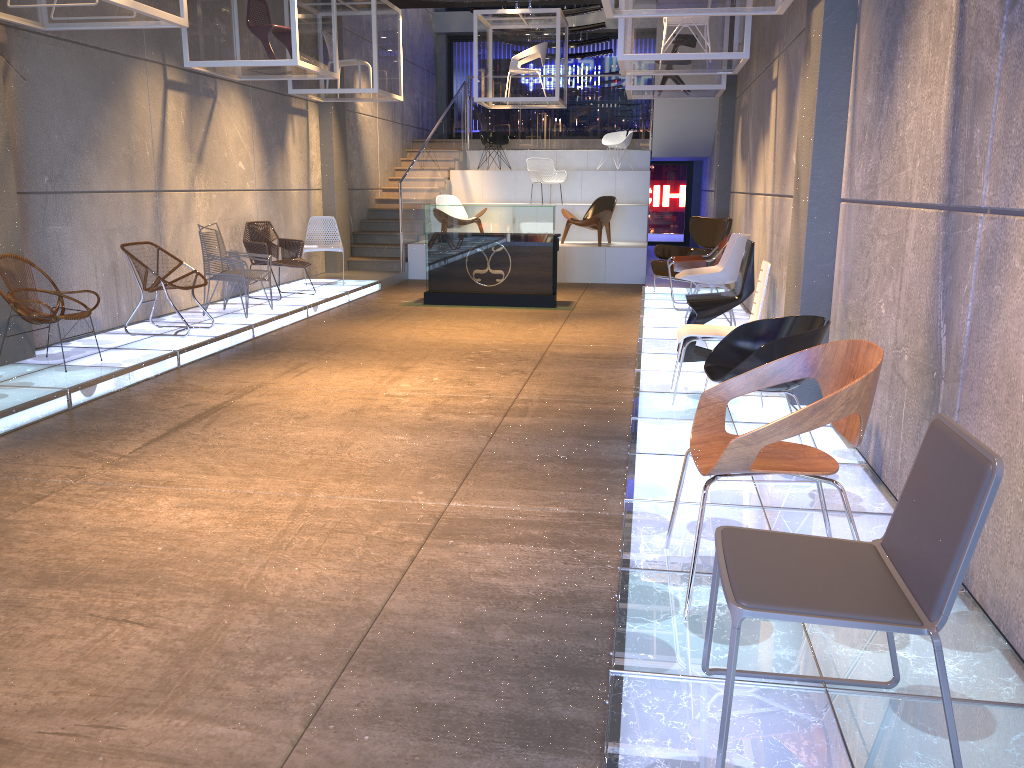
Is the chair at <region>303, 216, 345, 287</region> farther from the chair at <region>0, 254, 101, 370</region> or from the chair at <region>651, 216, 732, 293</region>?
the chair at <region>0, 254, 101, 370</region>

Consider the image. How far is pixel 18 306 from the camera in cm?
618

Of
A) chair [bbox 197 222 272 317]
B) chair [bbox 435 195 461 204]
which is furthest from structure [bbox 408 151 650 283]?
chair [bbox 197 222 272 317]

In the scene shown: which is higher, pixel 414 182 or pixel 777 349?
pixel 414 182

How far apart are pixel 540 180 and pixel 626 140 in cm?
241

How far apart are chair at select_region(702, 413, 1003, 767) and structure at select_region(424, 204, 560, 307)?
8.5 meters

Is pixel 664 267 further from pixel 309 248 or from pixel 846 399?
pixel 846 399

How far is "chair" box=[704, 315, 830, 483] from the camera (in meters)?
3.86

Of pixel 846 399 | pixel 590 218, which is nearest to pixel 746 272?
pixel 846 399

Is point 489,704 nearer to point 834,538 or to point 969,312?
point 834,538
